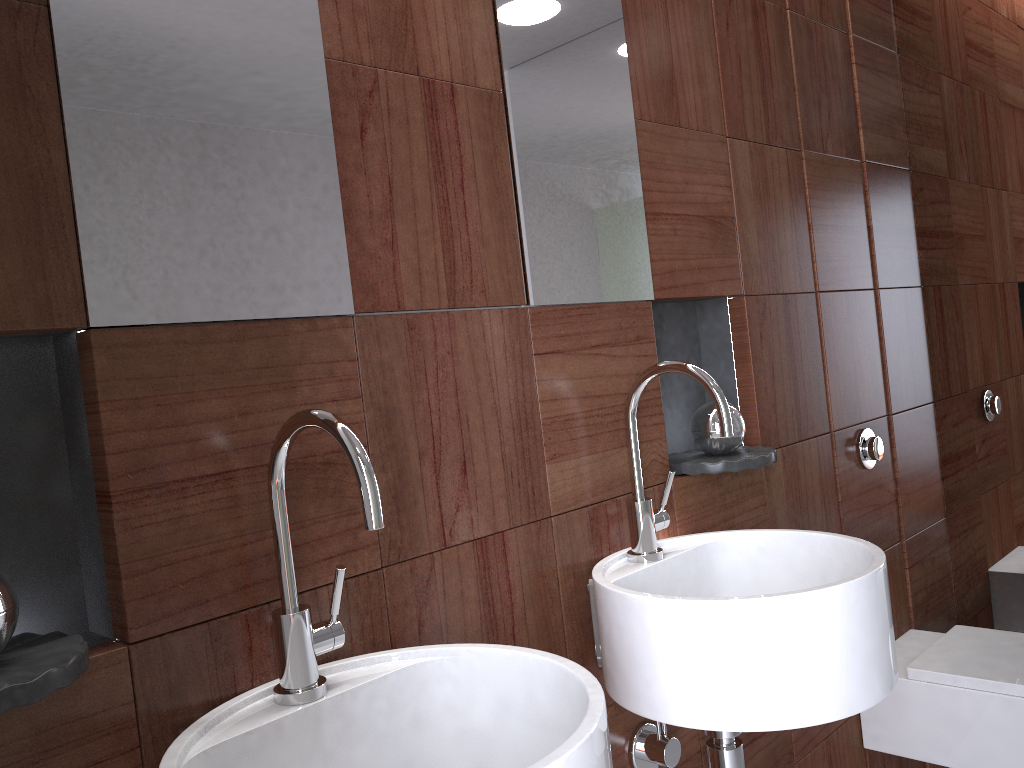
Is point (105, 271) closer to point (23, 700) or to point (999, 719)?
point (23, 700)

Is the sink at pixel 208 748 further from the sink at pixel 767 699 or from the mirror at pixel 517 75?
the mirror at pixel 517 75

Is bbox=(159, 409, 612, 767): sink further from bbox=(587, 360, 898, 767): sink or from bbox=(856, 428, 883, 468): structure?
bbox=(856, 428, 883, 468): structure

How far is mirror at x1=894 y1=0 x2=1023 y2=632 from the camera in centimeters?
226cm

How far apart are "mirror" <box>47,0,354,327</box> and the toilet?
1.5m

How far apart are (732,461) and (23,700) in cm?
115

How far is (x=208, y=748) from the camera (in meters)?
0.85

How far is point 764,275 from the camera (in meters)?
1.83

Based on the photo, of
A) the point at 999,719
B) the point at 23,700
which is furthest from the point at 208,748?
the point at 999,719

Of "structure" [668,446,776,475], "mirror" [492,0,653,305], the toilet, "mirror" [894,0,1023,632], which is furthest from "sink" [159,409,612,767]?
"mirror" [894,0,1023,632]
